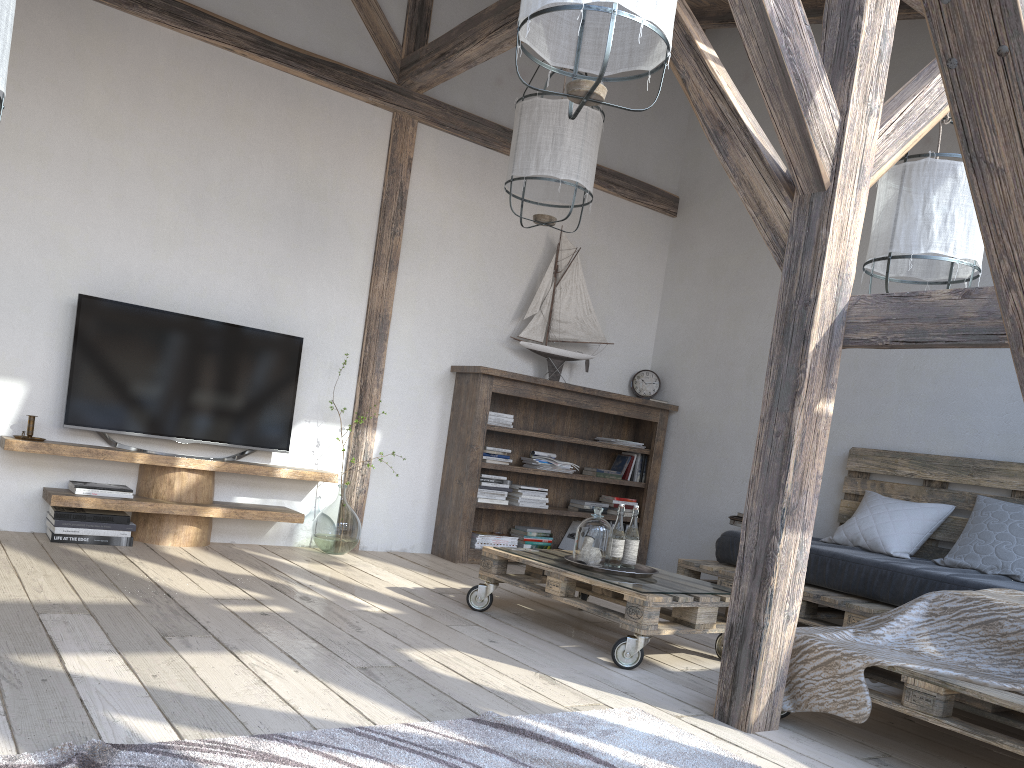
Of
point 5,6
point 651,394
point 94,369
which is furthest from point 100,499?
point 651,394

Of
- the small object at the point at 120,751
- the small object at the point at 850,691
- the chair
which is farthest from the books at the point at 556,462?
the small object at the point at 120,751

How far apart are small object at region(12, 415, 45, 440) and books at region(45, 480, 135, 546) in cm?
29

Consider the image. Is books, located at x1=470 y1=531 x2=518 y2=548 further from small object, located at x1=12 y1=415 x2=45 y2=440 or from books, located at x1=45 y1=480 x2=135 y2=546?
small object, located at x1=12 y1=415 x2=45 y2=440

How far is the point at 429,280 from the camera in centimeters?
535cm

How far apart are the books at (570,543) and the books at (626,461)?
0.49m

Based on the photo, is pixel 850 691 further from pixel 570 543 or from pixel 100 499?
pixel 570 543

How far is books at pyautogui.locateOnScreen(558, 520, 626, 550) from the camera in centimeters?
584cm

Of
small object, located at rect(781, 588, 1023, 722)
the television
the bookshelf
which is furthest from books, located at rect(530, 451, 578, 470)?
small object, located at rect(781, 588, 1023, 722)

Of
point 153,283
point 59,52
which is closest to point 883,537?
point 153,283
